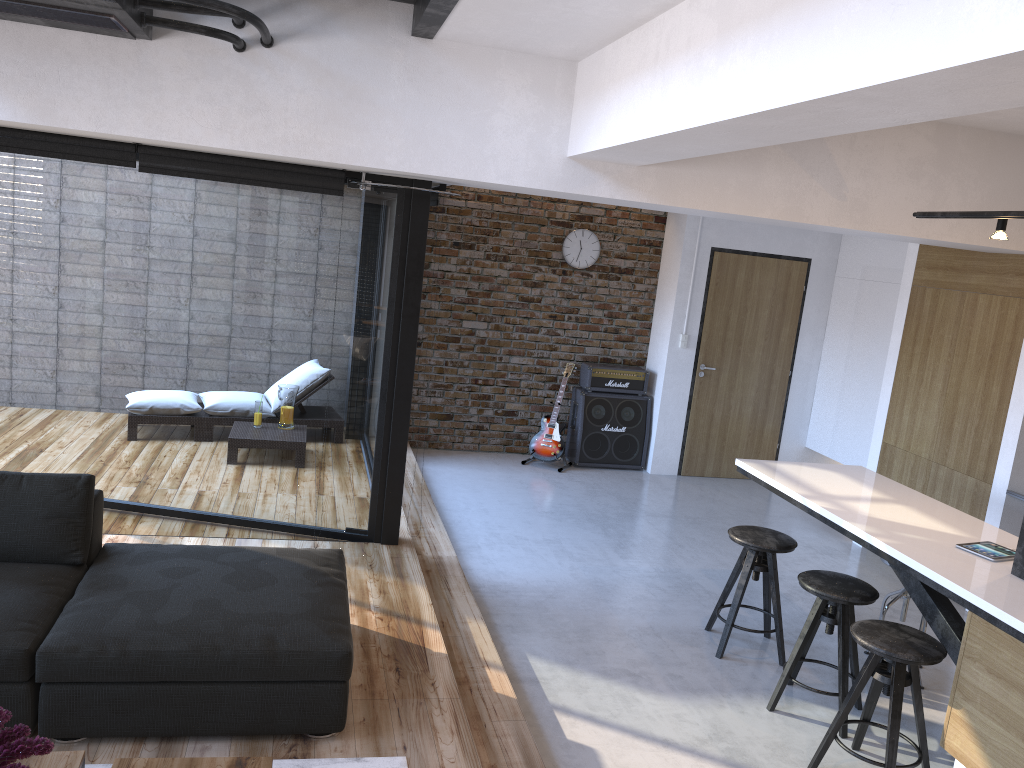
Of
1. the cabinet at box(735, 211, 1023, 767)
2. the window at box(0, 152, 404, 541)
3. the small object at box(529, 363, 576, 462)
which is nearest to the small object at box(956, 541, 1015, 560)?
the cabinet at box(735, 211, 1023, 767)

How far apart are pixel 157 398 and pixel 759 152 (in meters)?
3.59

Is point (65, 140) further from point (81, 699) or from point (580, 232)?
point (580, 232)

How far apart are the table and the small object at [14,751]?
0.23m

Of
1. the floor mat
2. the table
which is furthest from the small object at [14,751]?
the floor mat

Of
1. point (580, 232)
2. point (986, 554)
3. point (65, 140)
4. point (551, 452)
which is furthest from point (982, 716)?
point (580, 232)

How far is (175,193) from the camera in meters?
4.9

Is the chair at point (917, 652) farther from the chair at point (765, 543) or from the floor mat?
the floor mat

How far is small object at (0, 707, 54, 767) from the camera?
1.96m

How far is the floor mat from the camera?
2.9 meters
